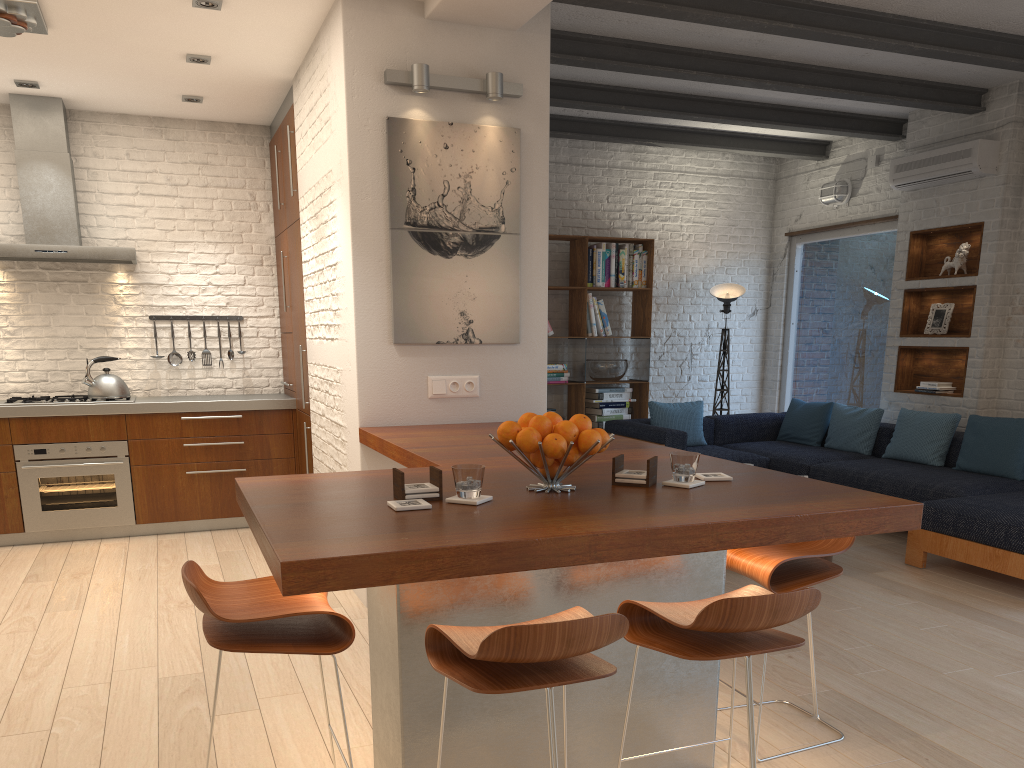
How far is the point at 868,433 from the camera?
7.0m

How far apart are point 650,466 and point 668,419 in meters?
5.0 m

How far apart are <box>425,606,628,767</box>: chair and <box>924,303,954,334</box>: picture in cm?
586

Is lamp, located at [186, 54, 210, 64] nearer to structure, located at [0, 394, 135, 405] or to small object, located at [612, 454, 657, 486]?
structure, located at [0, 394, 135, 405]

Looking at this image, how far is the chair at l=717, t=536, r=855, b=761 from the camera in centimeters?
269cm

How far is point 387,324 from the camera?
4.30m

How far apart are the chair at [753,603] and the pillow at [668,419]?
5.1m

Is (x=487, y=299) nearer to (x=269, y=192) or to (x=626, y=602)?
(x=626, y=602)

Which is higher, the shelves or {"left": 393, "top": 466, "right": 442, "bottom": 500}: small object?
the shelves

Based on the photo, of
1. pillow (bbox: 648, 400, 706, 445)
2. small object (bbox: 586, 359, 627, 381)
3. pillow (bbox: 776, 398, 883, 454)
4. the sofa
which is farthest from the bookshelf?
pillow (bbox: 776, 398, 883, 454)
